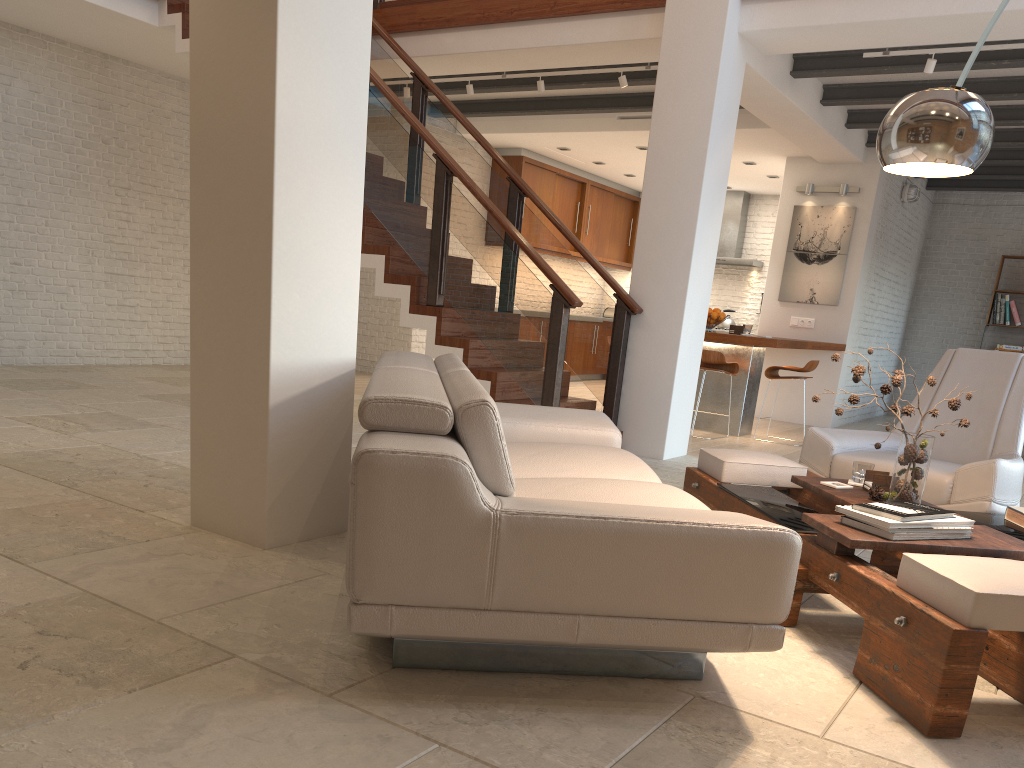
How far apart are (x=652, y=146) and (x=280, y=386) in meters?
4.0 m

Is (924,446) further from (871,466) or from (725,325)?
(725,325)

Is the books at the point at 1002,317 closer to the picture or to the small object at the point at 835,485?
the picture

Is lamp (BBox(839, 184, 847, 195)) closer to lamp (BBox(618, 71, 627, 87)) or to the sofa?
lamp (BBox(618, 71, 627, 87))

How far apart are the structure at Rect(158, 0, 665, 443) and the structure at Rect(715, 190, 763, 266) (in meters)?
6.53

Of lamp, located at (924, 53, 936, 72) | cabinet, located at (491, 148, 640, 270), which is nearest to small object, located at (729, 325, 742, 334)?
lamp, located at (924, 53, 936, 72)

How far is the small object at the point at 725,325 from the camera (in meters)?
12.70

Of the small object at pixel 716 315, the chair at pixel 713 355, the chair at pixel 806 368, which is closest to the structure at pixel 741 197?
the small object at pixel 716 315

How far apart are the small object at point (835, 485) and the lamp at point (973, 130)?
1.3m

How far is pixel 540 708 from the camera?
2.1m
